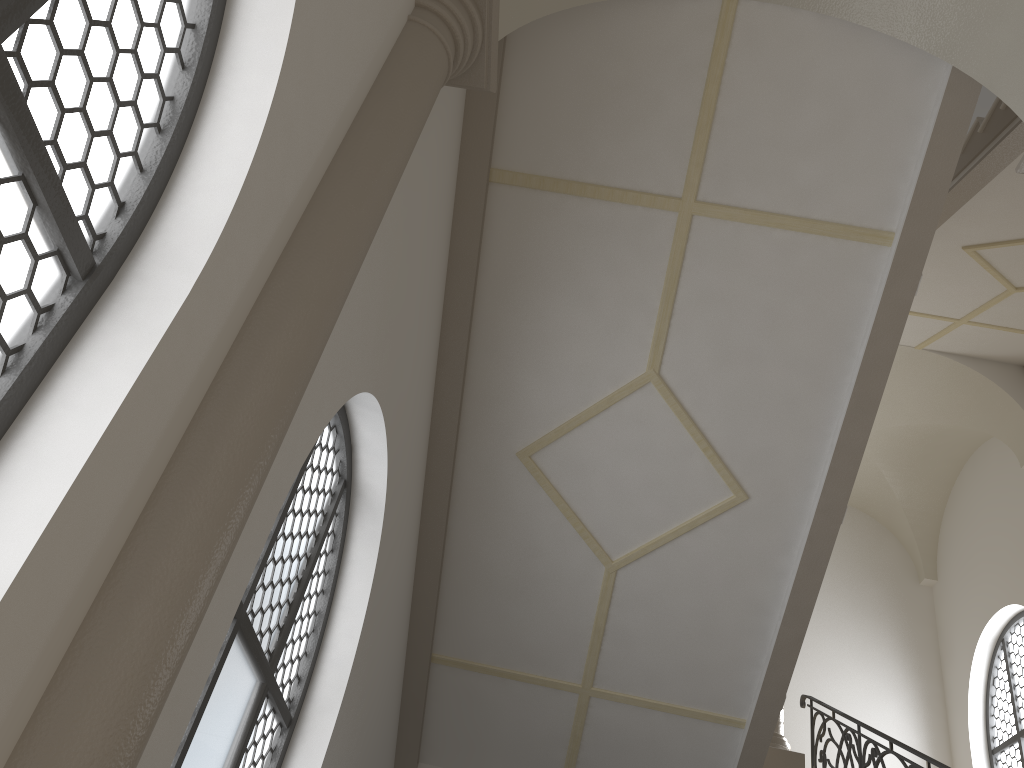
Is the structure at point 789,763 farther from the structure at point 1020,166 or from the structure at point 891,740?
the structure at point 1020,166

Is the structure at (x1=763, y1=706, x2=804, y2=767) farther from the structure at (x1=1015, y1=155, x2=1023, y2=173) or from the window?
the structure at (x1=1015, y1=155, x2=1023, y2=173)

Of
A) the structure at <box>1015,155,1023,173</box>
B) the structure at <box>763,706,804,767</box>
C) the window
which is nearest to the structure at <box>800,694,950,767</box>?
the structure at <box>763,706,804,767</box>

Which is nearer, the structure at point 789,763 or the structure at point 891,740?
the structure at point 891,740

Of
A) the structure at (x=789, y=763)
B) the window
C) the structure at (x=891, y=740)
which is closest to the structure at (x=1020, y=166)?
the structure at (x=891, y=740)

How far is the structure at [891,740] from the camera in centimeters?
630cm

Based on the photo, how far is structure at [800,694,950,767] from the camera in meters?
6.3

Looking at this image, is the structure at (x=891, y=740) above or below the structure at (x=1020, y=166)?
below

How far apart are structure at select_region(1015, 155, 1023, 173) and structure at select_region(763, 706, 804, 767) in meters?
5.8

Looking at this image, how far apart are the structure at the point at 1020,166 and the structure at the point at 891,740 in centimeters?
369cm
